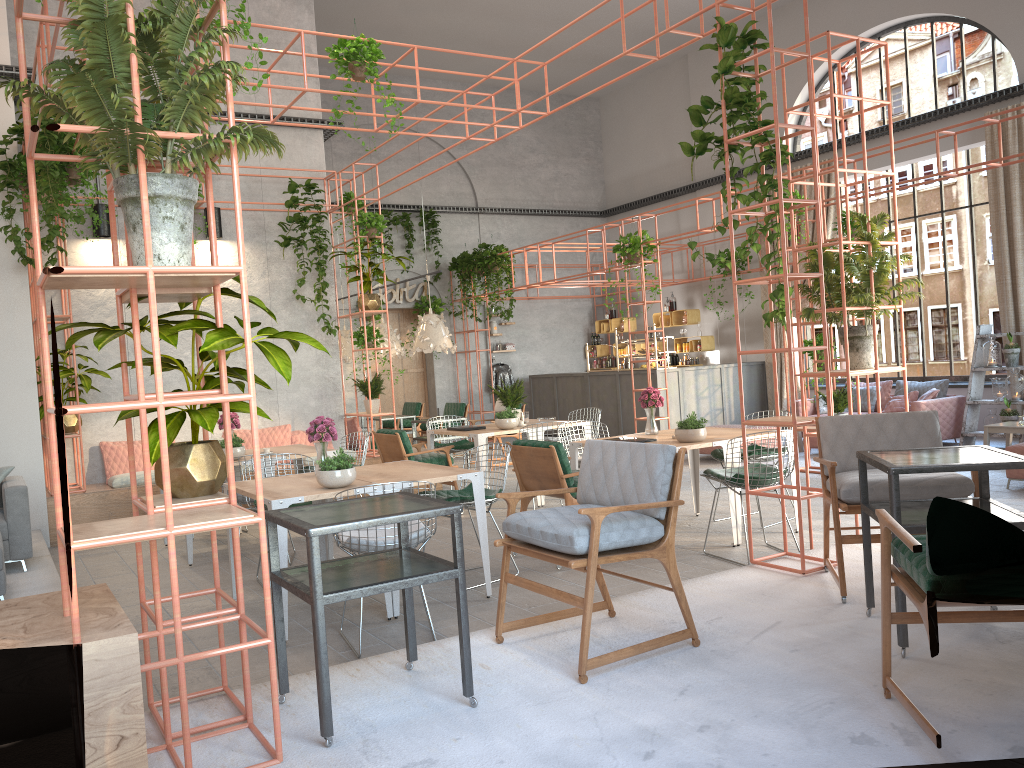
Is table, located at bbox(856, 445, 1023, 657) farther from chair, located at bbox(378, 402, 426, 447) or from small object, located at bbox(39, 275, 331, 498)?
chair, located at bbox(378, 402, 426, 447)

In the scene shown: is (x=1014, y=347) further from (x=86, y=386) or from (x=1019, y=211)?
(x=86, y=386)

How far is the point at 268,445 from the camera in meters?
10.6

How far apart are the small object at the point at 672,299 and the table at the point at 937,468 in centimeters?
1313cm

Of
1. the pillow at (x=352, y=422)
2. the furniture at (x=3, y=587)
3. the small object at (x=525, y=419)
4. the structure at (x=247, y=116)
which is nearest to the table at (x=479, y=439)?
the small object at (x=525, y=419)

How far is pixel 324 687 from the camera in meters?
3.2 m

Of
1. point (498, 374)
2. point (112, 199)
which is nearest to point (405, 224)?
point (498, 374)

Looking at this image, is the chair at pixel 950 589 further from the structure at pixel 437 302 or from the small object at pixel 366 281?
the structure at pixel 437 302

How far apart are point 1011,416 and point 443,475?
8.7 meters

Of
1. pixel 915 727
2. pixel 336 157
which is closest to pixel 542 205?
pixel 336 157
